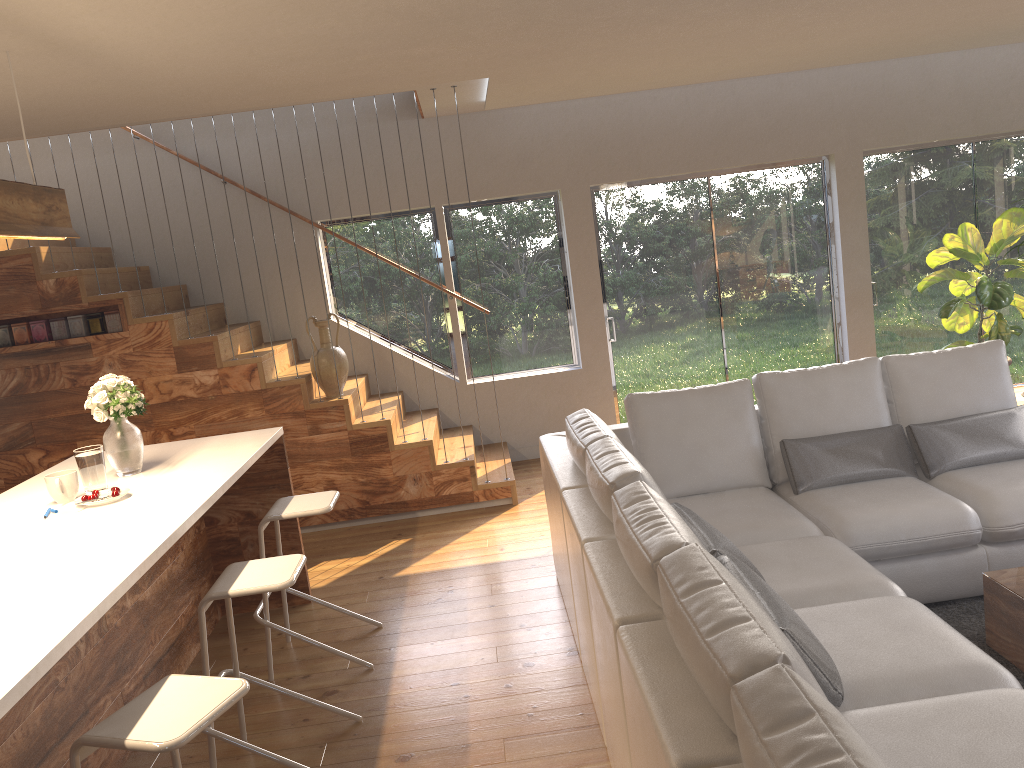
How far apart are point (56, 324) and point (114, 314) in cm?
38

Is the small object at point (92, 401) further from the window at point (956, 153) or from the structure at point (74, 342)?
the window at point (956, 153)

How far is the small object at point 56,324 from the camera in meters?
5.8

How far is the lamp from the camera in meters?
3.2

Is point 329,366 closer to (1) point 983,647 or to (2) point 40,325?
(2) point 40,325

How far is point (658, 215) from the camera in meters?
7.2 m

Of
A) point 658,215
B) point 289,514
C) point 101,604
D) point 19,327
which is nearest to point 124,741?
point 101,604

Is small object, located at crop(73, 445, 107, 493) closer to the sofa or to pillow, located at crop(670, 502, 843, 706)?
the sofa

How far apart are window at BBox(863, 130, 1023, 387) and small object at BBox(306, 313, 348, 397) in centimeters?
442cm

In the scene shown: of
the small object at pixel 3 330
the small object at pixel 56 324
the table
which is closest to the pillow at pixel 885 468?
the table
